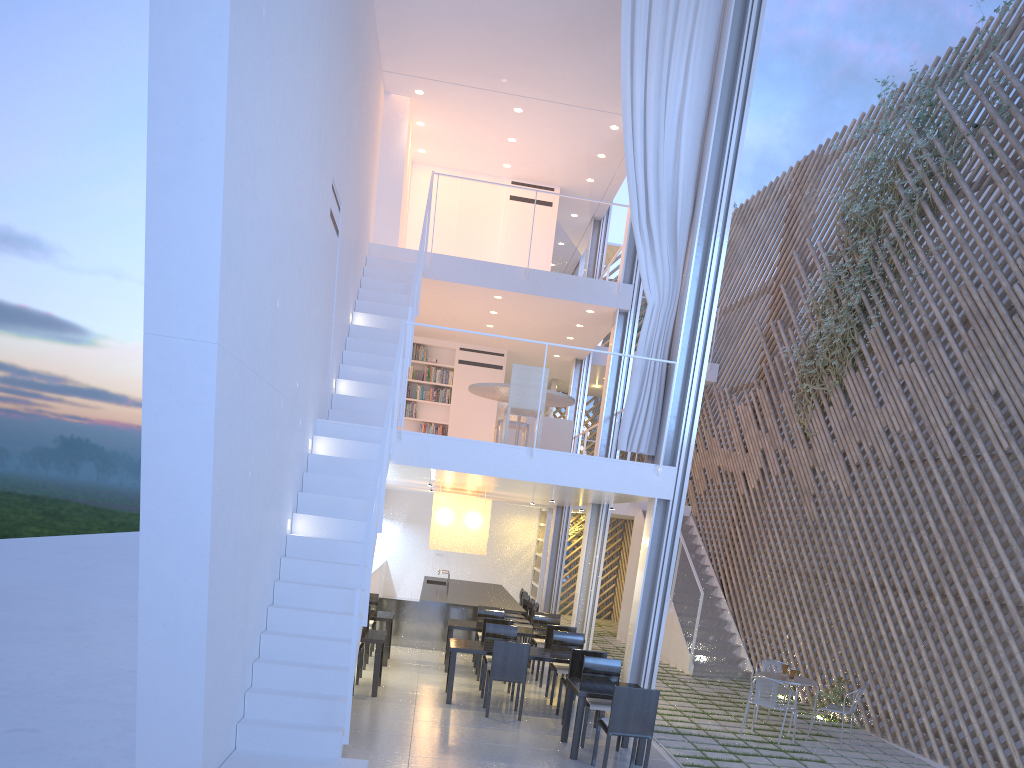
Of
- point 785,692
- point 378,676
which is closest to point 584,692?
point 378,676

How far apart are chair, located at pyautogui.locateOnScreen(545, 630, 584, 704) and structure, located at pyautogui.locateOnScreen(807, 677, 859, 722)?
1.65m

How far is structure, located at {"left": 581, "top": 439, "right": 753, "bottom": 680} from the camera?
6.4m

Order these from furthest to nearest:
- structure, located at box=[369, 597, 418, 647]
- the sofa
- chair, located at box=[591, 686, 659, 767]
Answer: structure, located at box=[369, 597, 418, 647]
the sofa
chair, located at box=[591, 686, 659, 767]

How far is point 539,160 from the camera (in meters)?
7.38

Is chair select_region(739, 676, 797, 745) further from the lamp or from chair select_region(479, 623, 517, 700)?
the lamp

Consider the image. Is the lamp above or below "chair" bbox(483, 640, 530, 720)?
above

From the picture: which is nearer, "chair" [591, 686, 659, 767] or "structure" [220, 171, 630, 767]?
"structure" [220, 171, 630, 767]

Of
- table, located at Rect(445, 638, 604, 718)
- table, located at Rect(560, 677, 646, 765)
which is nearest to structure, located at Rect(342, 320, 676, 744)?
table, located at Rect(560, 677, 646, 765)

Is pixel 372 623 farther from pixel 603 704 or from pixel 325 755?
pixel 325 755
